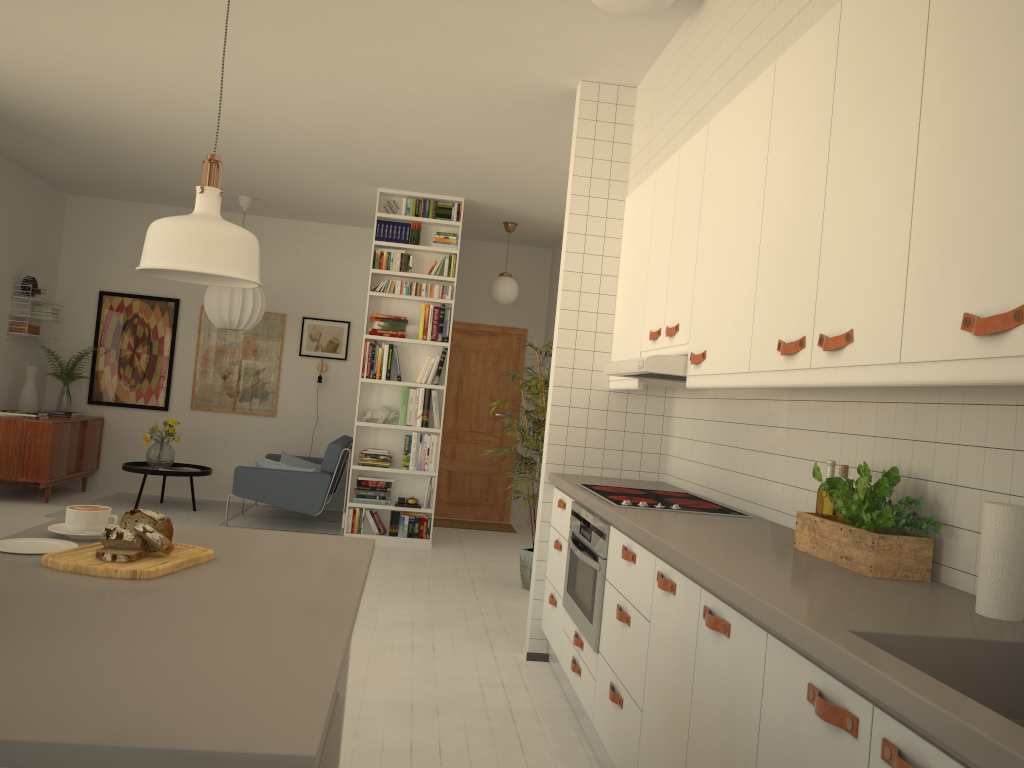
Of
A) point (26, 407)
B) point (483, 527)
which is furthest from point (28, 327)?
point (483, 527)

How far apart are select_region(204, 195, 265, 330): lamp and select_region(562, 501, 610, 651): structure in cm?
504

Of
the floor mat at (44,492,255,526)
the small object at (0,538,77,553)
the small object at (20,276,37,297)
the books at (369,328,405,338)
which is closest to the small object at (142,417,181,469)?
the floor mat at (44,492,255,526)

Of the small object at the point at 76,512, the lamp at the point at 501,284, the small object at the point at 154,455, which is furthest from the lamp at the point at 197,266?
the small object at the point at 154,455

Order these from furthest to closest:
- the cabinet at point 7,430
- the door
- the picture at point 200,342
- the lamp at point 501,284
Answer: the door
the picture at point 200,342
the lamp at point 501,284
the cabinet at point 7,430

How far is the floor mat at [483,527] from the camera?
8.69m

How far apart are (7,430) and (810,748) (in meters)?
7.68

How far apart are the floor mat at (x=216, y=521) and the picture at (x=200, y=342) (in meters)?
0.96

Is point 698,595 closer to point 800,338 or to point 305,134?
point 800,338

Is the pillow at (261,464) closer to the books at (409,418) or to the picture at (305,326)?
the books at (409,418)
